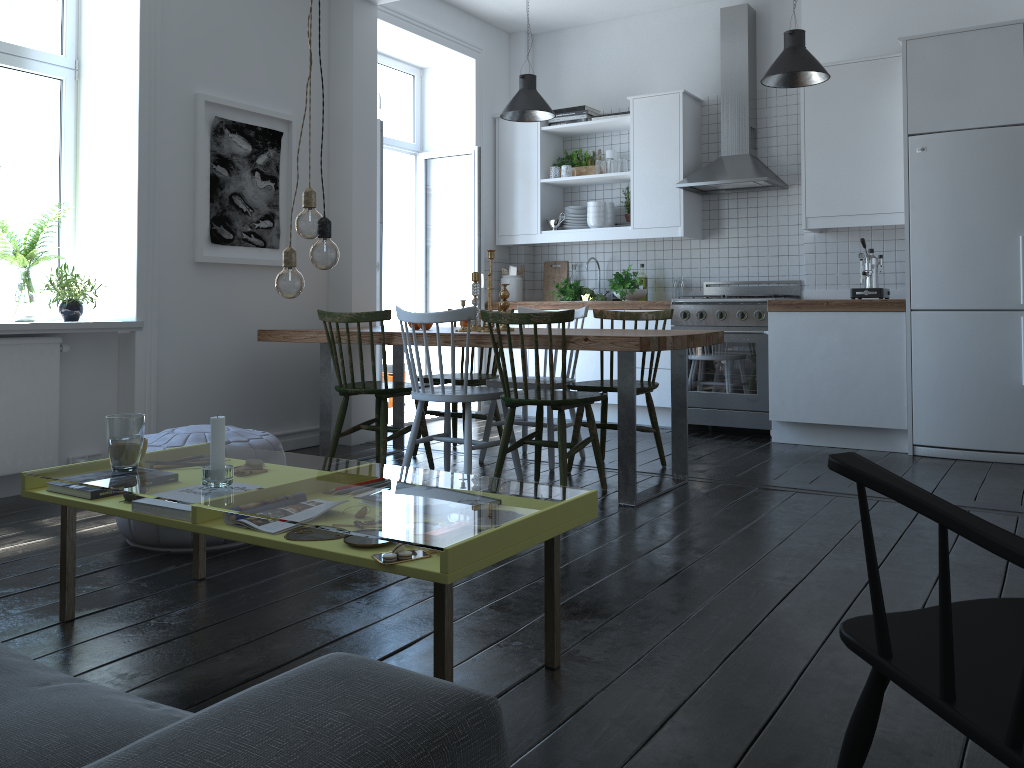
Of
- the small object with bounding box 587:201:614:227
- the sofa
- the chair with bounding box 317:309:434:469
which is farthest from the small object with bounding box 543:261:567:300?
the sofa

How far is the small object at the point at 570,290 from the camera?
6.54m

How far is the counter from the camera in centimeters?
502cm

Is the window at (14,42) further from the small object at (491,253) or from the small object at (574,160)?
the small object at (574,160)

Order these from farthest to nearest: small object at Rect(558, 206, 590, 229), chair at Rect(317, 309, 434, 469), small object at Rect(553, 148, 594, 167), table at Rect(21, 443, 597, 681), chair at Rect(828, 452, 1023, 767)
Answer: small object at Rect(553, 148, 594, 167)
small object at Rect(558, 206, 590, 229)
chair at Rect(317, 309, 434, 469)
table at Rect(21, 443, 597, 681)
chair at Rect(828, 452, 1023, 767)

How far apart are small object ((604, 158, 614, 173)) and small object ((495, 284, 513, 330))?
Result: 2.26m

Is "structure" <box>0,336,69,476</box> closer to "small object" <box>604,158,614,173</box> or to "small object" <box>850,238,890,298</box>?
"small object" <box>604,158,614,173</box>

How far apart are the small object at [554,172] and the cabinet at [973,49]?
0.06m

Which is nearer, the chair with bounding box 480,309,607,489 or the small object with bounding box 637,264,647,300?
the chair with bounding box 480,309,607,489

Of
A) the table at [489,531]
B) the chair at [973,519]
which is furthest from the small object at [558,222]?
the chair at [973,519]
